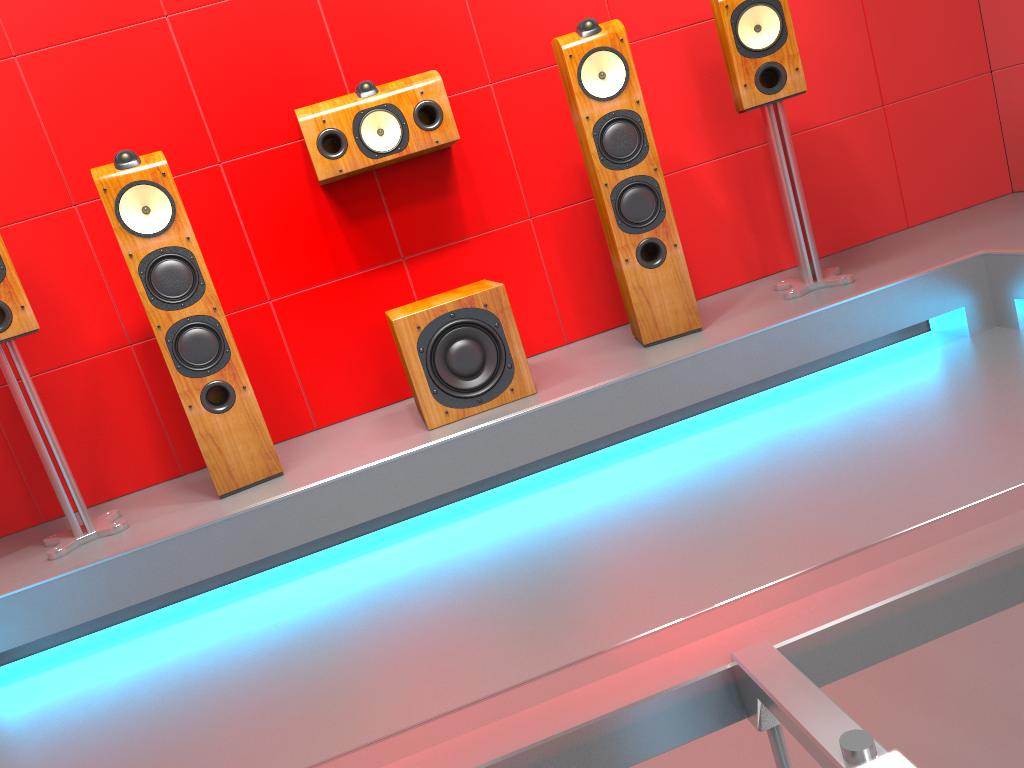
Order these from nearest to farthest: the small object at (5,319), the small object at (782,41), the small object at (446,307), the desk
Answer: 1. the desk
2. the small object at (5,319)
3. the small object at (446,307)
4. the small object at (782,41)

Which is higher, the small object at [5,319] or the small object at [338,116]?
the small object at [338,116]

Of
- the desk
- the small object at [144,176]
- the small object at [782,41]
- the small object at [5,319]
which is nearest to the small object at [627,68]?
the small object at [782,41]

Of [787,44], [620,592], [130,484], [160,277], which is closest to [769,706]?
[620,592]

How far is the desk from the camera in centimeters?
27cm

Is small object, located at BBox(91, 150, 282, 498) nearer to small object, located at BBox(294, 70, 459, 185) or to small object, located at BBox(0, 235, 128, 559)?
small object, located at BBox(0, 235, 128, 559)

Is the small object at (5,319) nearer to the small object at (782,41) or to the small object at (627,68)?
the small object at (627,68)

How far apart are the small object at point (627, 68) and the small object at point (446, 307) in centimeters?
43cm

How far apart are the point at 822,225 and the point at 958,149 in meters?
0.7 m

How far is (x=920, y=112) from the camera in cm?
356
